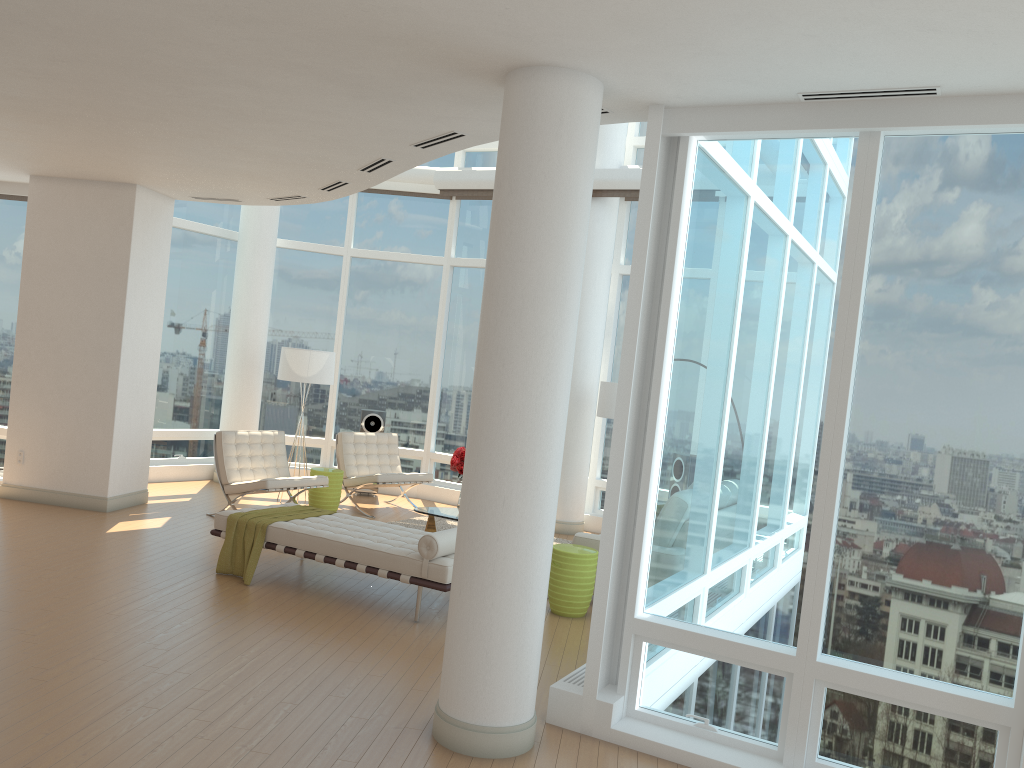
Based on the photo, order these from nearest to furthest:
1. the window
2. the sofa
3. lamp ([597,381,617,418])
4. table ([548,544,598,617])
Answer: the window, table ([548,544,598,617]), the sofa, lamp ([597,381,617,418])

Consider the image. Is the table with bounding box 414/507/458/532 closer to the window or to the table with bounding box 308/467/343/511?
the table with bounding box 308/467/343/511

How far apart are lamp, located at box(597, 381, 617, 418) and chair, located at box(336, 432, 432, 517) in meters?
2.4

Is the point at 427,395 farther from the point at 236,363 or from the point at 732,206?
the point at 732,206

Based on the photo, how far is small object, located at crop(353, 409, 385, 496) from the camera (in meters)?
11.95

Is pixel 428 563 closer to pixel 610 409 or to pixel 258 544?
pixel 258 544

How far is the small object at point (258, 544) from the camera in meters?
7.0 m

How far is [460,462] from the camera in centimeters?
890cm

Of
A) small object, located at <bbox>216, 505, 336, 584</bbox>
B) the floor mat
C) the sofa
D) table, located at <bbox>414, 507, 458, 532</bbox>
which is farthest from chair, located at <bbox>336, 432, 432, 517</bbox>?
the sofa

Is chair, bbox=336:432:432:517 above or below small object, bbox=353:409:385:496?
below
